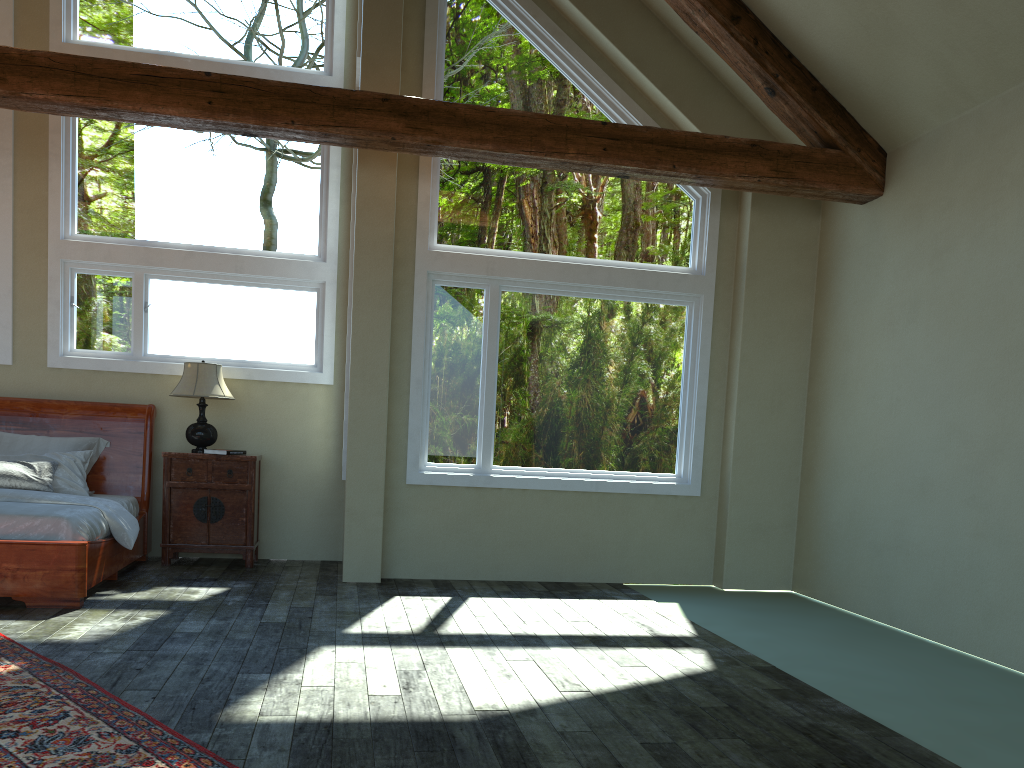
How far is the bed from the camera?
5.3m

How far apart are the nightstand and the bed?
0.18m

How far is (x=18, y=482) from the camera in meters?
6.4 m

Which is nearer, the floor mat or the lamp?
the floor mat

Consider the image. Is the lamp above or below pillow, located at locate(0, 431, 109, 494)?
above

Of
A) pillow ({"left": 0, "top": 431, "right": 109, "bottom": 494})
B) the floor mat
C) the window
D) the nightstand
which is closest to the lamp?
the nightstand

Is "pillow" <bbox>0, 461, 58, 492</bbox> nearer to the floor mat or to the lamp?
the lamp

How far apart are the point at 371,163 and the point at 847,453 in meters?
4.2

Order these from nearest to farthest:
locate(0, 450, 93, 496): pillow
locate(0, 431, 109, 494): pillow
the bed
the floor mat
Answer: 1. the floor mat
2. the bed
3. locate(0, 450, 93, 496): pillow
4. locate(0, 431, 109, 494): pillow

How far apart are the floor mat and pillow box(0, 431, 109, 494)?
2.9m
